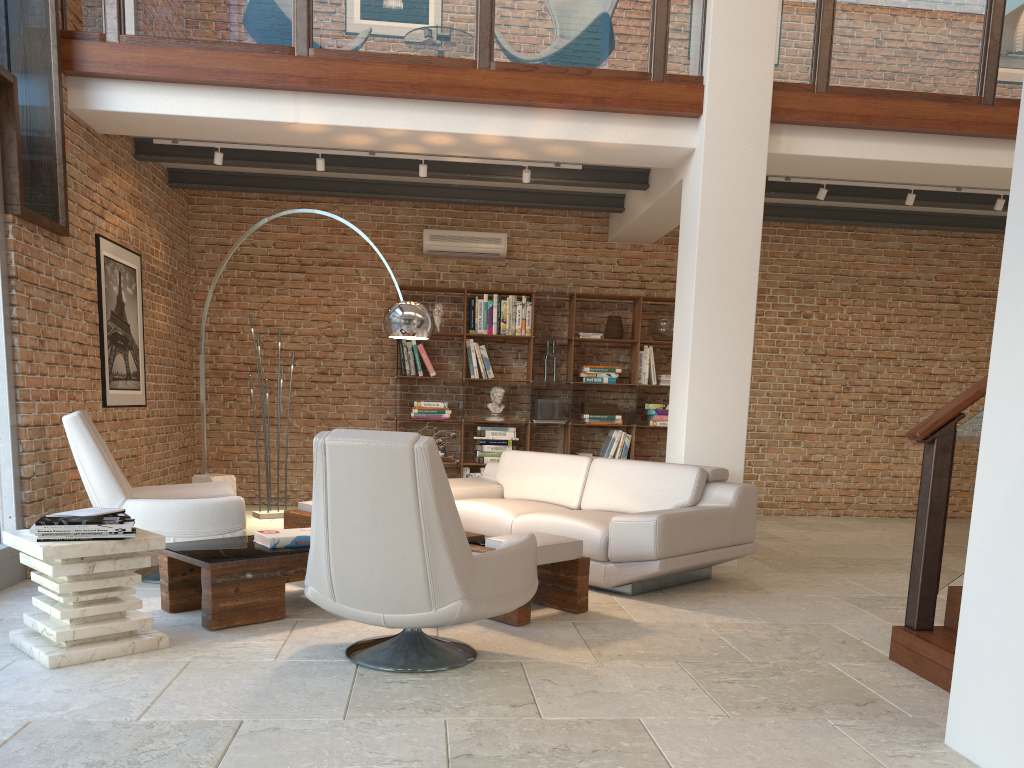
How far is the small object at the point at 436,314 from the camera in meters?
8.7 m

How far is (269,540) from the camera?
4.4m

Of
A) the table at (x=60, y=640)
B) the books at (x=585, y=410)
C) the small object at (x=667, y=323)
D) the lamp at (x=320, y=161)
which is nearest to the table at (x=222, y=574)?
the table at (x=60, y=640)

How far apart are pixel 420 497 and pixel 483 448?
5.48m

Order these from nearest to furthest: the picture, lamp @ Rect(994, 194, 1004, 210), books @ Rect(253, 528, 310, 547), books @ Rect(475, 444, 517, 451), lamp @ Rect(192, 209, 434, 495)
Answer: books @ Rect(253, 528, 310, 547) → lamp @ Rect(192, 209, 434, 495) → the picture → lamp @ Rect(994, 194, 1004, 210) → books @ Rect(475, 444, 517, 451)

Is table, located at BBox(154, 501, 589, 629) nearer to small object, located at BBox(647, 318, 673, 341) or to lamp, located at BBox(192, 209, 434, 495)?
lamp, located at BBox(192, 209, 434, 495)

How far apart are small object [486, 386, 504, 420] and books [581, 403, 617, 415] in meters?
0.8

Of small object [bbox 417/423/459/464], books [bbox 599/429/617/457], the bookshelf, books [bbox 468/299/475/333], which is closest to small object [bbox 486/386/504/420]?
the bookshelf

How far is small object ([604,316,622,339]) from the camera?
8.8 meters

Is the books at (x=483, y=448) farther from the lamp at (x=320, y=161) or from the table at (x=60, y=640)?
the table at (x=60, y=640)
